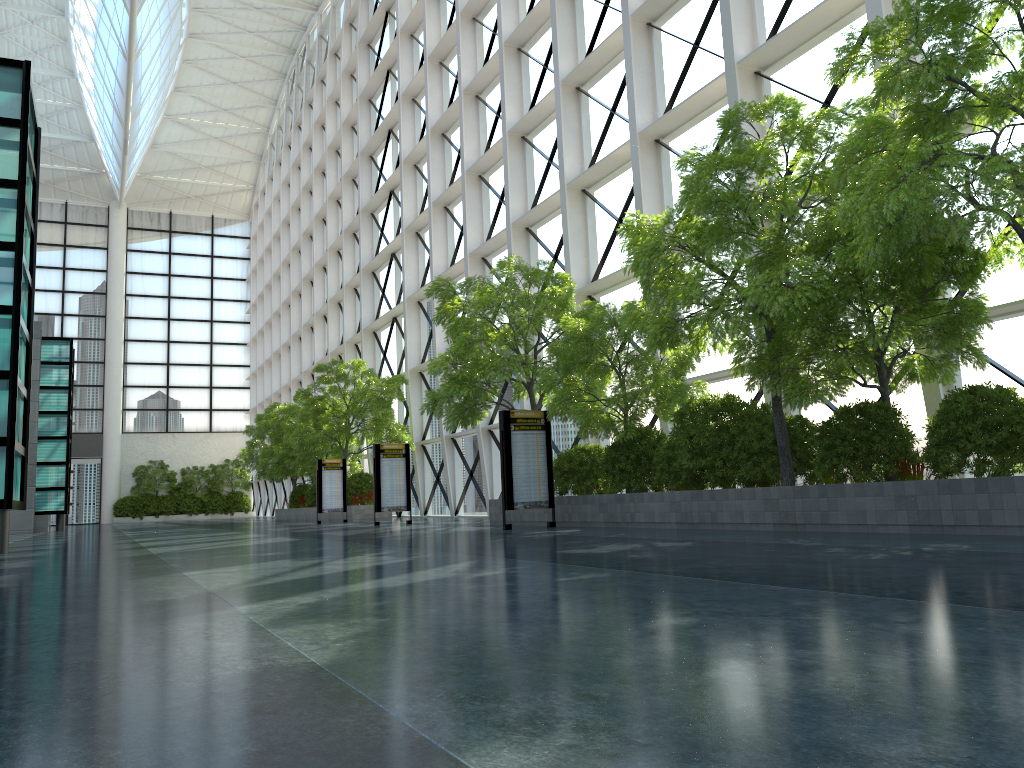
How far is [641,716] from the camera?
2.6 meters

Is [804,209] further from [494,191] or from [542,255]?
[494,191]
